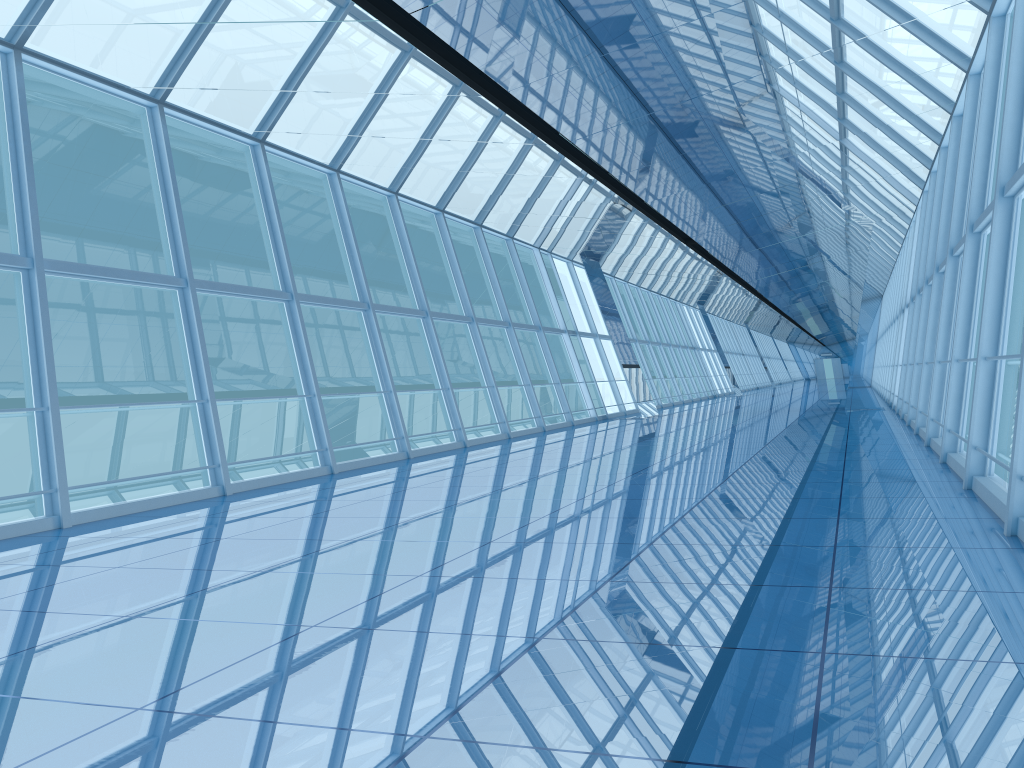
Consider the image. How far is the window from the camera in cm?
800

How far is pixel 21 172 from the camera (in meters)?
8.00
